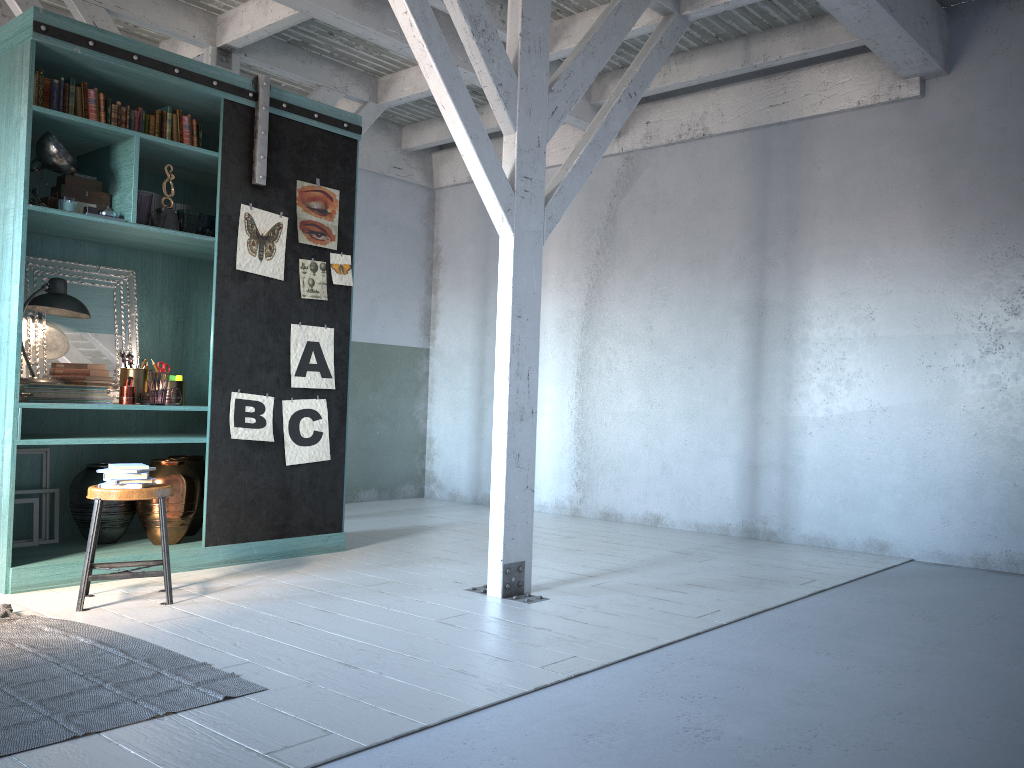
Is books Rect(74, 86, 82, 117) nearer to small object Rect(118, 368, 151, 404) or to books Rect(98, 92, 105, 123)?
books Rect(98, 92, 105, 123)

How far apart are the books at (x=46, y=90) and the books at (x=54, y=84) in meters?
0.0

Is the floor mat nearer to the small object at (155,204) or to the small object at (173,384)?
the small object at (173,384)

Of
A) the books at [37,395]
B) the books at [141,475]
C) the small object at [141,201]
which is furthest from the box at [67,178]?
the books at [141,475]

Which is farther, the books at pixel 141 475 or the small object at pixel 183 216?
the small object at pixel 183 216

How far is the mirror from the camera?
6.19m

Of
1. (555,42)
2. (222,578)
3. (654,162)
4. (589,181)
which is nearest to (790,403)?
(654,162)

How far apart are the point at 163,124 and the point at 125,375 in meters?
1.8

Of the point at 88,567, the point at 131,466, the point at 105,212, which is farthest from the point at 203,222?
the point at 88,567

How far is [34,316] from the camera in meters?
6.2 m
